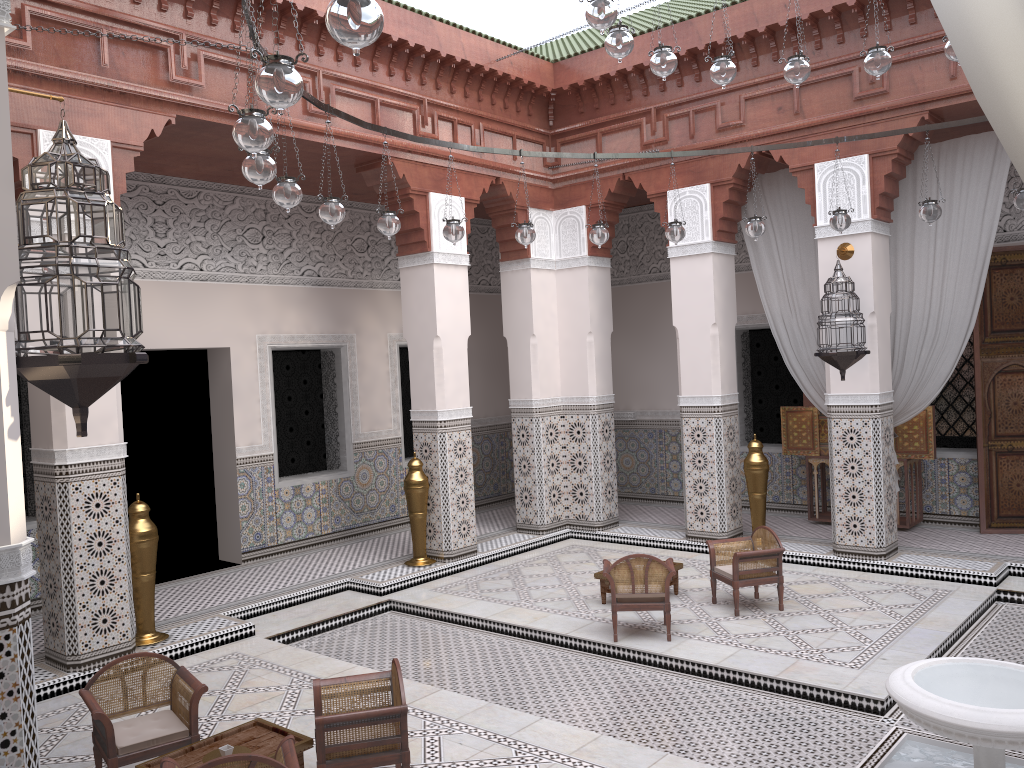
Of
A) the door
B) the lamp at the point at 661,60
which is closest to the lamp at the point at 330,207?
the lamp at the point at 661,60

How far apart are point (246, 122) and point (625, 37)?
1.1m

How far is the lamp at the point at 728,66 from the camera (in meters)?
2.61

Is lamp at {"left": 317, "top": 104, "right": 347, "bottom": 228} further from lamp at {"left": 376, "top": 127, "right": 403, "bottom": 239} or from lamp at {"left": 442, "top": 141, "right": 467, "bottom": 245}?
lamp at {"left": 442, "top": 141, "right": 467, "bottom": 245}

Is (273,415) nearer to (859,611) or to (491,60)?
(491,60)

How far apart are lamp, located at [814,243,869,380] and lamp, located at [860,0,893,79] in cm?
133

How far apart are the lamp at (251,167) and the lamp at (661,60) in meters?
1.1 m

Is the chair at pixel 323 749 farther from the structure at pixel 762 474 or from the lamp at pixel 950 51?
the structure at pixel 762 474

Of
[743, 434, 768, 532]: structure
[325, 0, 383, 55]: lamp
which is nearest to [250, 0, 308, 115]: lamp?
[325, 0, 383, 55]: lamp

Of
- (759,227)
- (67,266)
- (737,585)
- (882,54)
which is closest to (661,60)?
(882,54)
